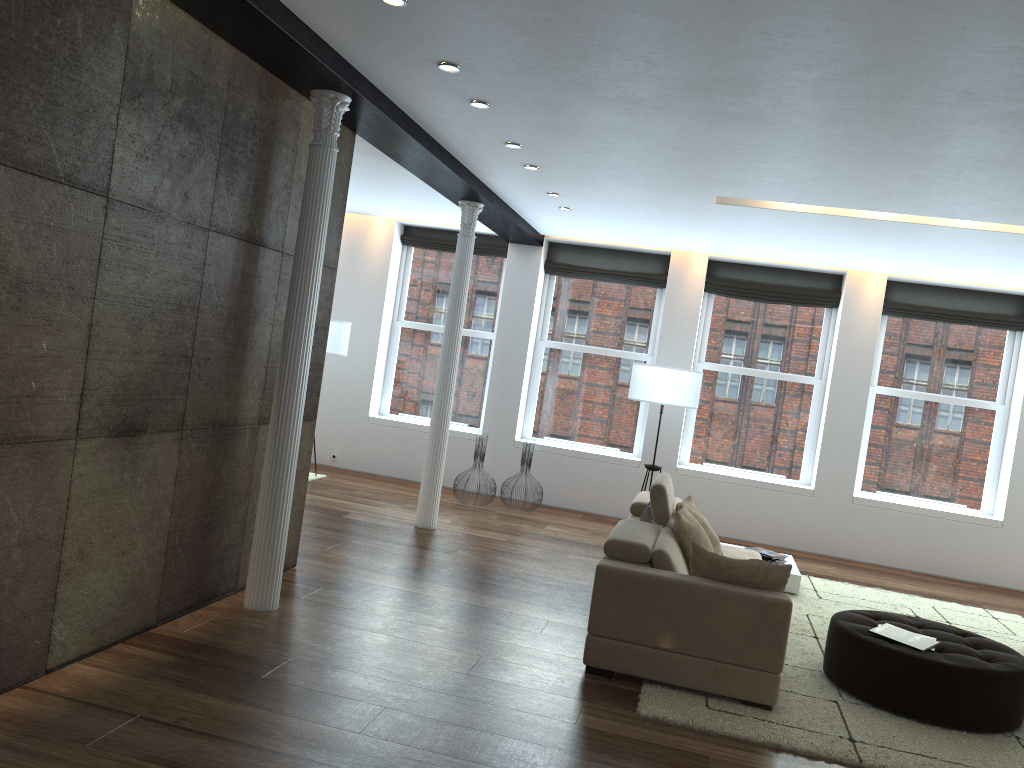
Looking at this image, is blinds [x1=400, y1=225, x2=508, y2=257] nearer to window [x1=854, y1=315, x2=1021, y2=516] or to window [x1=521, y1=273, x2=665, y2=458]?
window [x1=521, y1=273, x2=665, y2=458]

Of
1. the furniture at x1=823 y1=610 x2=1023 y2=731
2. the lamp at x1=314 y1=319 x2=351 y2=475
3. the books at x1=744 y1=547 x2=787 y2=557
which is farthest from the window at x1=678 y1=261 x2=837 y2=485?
the furniture at x1=823 y1=610 x2=1023 y2=731

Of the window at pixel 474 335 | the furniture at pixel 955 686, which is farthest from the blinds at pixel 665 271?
the furniture at pixel 955 686

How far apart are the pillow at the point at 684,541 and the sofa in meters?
0.0 m

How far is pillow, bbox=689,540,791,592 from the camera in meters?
4.5 m

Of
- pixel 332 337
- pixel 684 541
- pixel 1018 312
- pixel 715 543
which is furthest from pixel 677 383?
pixel 1018 312

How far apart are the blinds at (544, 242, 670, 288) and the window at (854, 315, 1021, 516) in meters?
2.4

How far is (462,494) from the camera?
10.0m

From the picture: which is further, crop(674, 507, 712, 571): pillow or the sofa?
crop(674, 507, 712, 571): pillow

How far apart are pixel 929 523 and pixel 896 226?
3.8 meters
